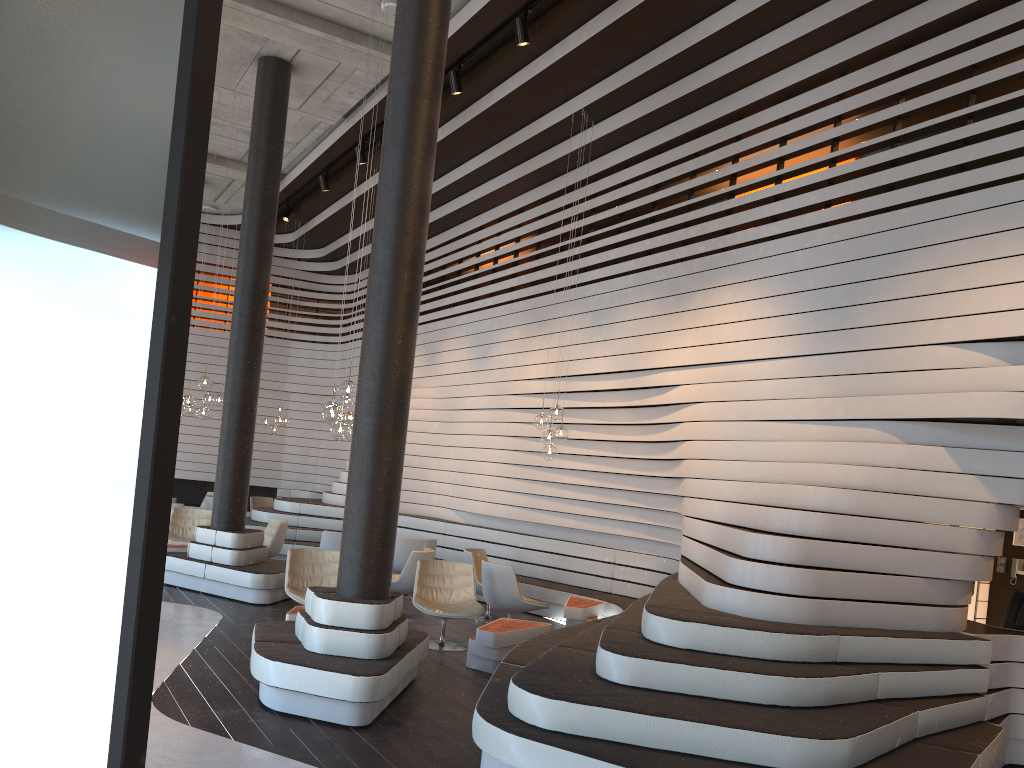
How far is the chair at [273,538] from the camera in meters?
11.0

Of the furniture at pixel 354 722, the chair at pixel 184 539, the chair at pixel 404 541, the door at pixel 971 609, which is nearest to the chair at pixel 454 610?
the furniture at pixel 354 722

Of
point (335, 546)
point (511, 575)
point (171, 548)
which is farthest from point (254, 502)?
point (511, 575)

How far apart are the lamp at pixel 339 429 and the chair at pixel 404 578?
2.0 meters

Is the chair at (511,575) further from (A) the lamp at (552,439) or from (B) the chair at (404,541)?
(B) the chair at (404,541)

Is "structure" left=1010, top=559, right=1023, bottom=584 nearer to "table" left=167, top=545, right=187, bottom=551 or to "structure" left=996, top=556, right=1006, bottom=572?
"structure" left=996, top=556, right=1006, bottom=572

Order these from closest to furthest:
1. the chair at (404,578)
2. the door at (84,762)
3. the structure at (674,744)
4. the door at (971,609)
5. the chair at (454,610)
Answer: the door at (84,762) < the structure at (674,744) < the chair at (454,610) < the door at (971,609) < the chair at (404,578)

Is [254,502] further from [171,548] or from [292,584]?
[292,584]

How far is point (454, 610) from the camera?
7.9 meters

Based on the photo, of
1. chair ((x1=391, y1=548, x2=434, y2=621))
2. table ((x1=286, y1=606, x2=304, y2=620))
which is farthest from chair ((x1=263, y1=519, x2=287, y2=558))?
table ((x1=286, y1=606, x2=304, y2=620))
